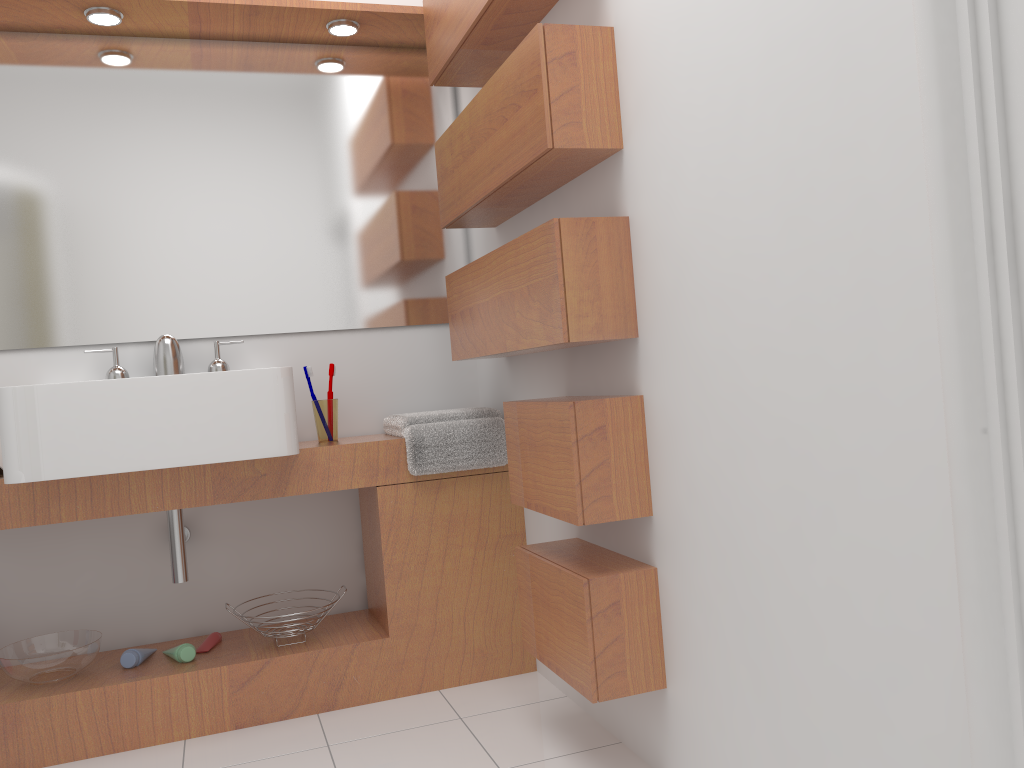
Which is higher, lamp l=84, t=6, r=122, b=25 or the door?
lamp l=84, t=6, r=122, b=25

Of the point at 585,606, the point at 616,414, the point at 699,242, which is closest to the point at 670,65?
the point at 699,242

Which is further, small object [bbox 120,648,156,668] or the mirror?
the mirror

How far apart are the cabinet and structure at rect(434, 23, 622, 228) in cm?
62

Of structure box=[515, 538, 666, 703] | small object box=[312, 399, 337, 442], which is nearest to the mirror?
small object box=[312, 399, 337, 442]

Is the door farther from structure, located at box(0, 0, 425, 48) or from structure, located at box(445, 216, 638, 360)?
structure, located at box(0, 0, 425, 48)

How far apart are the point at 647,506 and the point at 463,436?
0.8 meters

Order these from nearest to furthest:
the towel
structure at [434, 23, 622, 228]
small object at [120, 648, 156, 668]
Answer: structure at [434, 23, 622, 228] → small object at [120, 648, 156, 668] → the towel

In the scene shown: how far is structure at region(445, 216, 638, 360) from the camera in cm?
174

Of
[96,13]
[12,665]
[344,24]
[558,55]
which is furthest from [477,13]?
[12,665]
